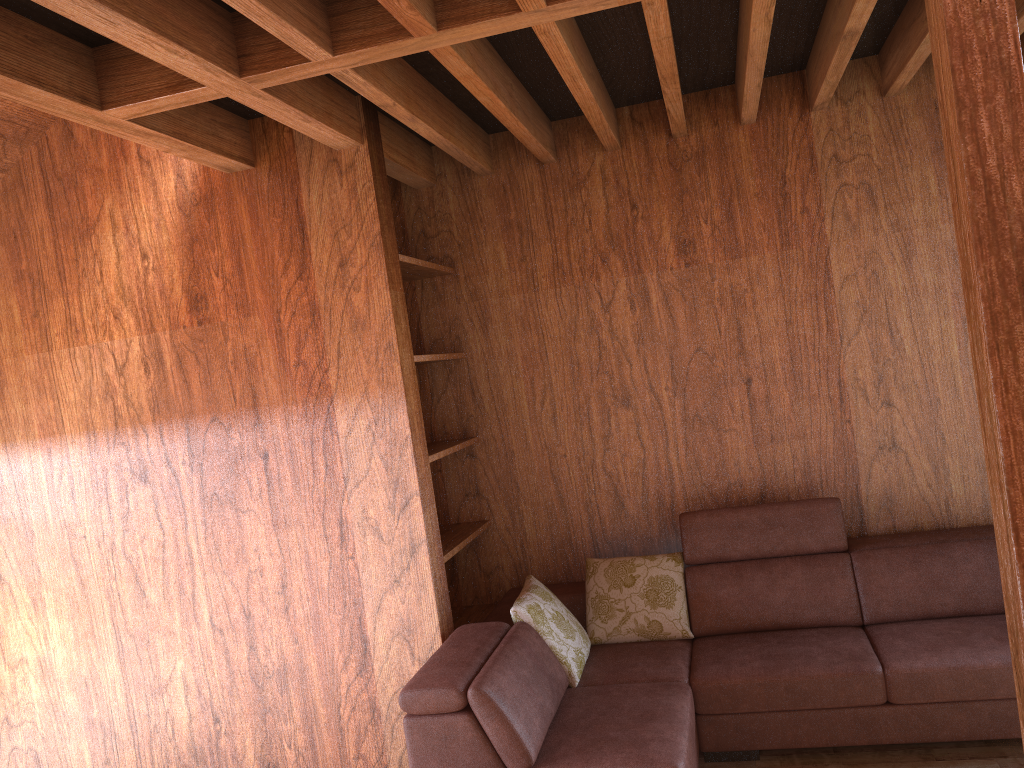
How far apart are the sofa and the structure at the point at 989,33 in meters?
2.1 m

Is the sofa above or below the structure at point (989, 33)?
below

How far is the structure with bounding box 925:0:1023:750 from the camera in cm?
47

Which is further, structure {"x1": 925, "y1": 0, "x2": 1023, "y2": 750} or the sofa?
the sofa

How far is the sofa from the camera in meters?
2.6

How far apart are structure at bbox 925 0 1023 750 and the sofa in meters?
2.1

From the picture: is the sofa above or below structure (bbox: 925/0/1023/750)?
below

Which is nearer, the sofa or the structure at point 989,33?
the structure at point 989,33
